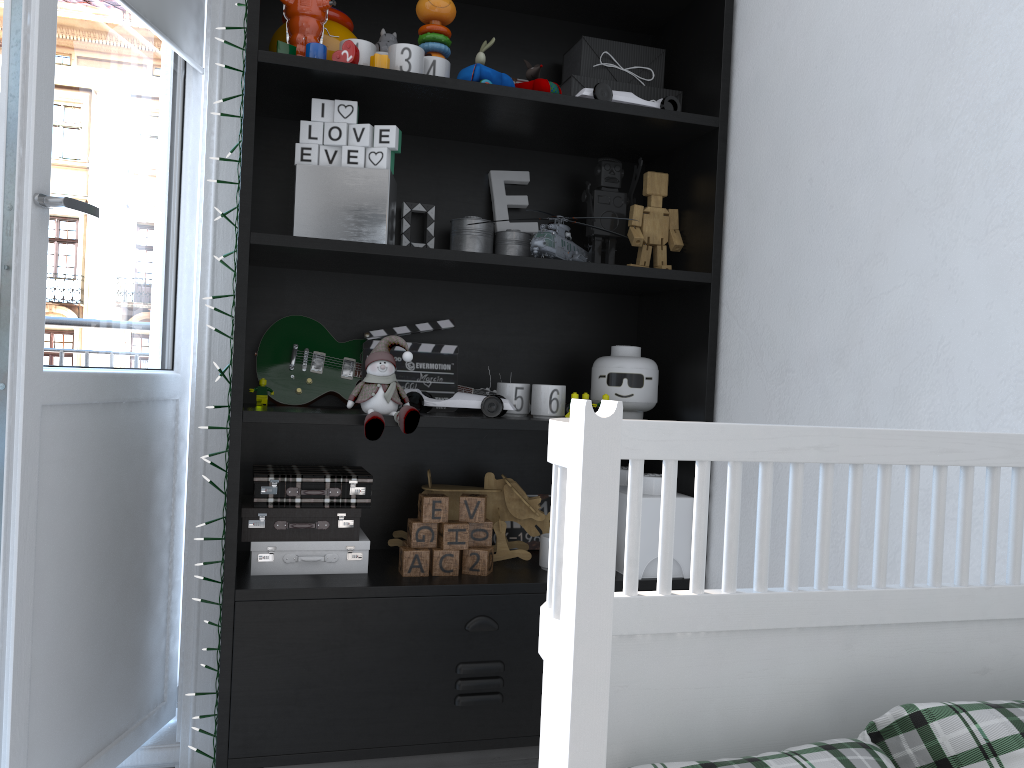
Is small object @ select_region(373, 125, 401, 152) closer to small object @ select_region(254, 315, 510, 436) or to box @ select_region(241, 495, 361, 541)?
small object @ select_region(254, 315, 510, 436)

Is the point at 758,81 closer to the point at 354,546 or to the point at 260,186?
the point at 260,186

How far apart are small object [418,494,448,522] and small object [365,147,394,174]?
0.61m

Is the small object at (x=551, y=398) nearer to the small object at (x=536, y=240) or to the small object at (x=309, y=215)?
the small object at (x=536, y=240)

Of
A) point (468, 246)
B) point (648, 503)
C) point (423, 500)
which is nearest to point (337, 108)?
point (468, 246)

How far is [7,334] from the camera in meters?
1.4 m

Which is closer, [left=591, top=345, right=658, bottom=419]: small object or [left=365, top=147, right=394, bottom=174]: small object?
[left=365, top=147, right=394, bottom=174]: small object

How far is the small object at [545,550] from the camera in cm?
176

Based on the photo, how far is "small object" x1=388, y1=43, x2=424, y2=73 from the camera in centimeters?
161cm

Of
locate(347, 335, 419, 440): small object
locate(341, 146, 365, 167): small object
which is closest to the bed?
locate(347, 335, 419, 440): small object
